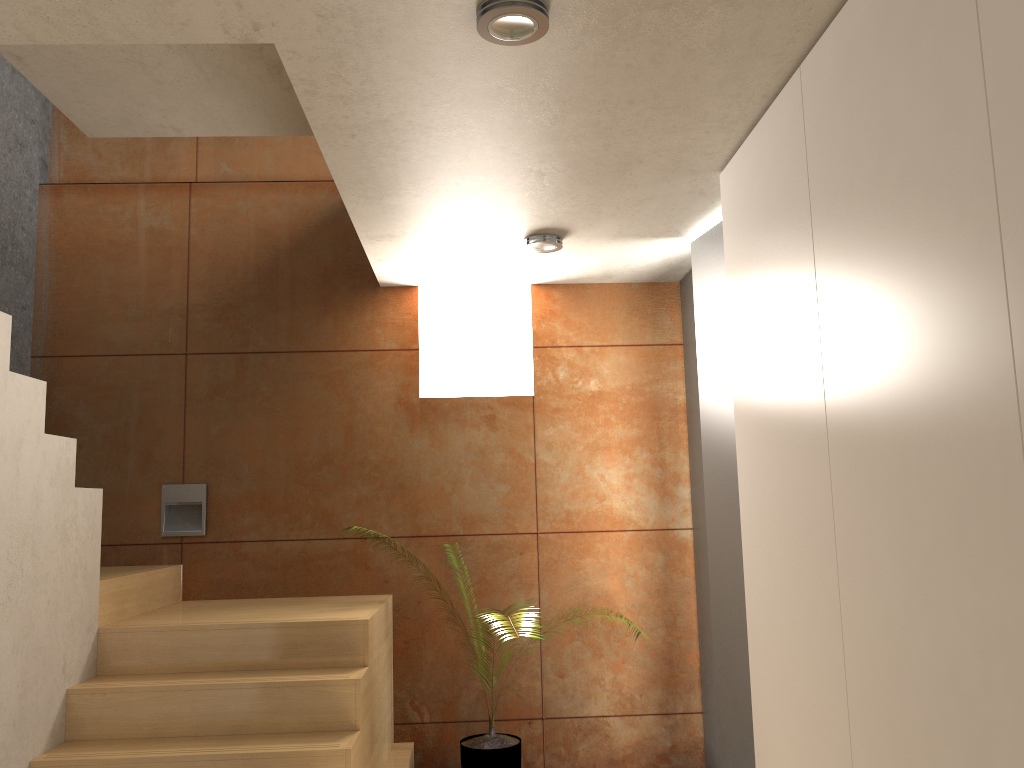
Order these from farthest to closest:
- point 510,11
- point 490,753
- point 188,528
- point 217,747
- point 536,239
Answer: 1. point 188,528
2. point 490,753
3. point 536,239
4. point 217,747
5. point 510,11

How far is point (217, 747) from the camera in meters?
3.0 m

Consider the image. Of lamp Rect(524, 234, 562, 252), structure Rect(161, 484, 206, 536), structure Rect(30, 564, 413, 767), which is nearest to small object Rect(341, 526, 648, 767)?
structure Rect(30, 564, 413, 767)

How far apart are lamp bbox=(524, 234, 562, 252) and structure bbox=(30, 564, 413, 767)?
1.7 meters

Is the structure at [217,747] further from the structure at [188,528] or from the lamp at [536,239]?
the lamp at [536,239]

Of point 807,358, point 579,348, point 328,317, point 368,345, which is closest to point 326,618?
point 368,345

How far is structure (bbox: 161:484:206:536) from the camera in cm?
449

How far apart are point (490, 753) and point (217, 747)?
1.4m

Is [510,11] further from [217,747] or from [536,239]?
[217,747]

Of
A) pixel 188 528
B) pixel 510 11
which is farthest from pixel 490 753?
pixel 510 11
